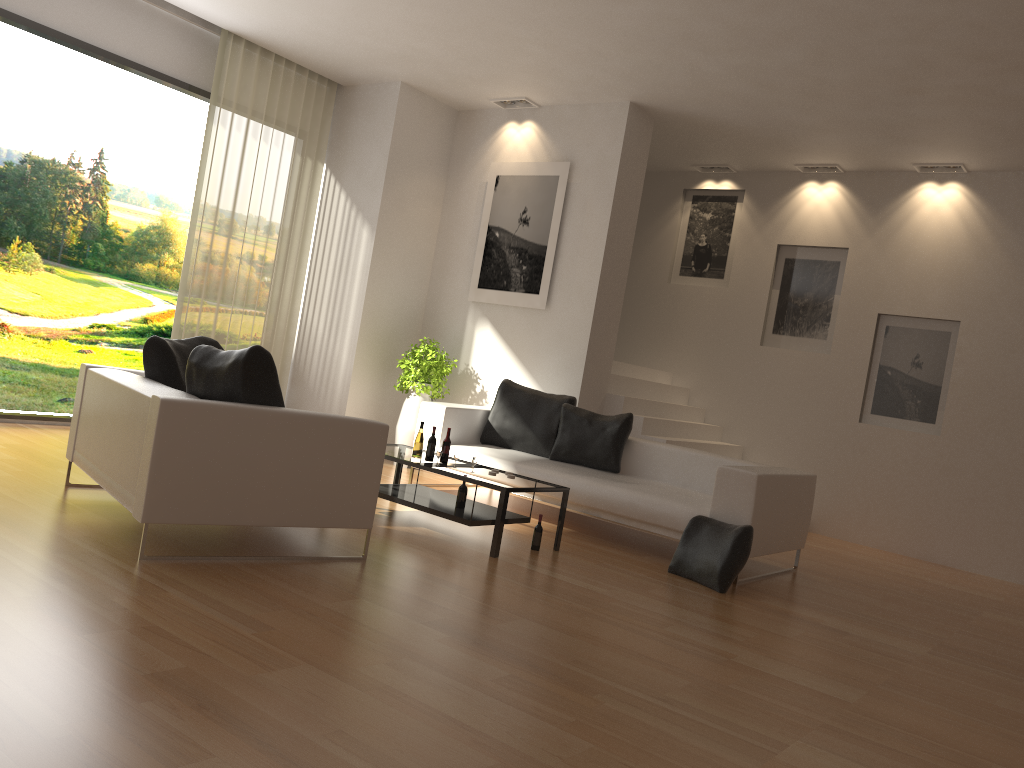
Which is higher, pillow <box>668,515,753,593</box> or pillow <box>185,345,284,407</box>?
pillow <box>185,345,284,407</box>

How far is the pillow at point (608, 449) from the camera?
7.2m

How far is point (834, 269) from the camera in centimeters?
928cm

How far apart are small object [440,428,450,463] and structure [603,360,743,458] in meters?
2.8 m

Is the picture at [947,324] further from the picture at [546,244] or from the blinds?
the blinds

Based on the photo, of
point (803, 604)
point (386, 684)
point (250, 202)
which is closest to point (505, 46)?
point (250, 202)

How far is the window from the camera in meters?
7.0

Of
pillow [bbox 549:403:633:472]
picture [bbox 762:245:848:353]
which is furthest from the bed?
picture [bbox 762:245:848:353]

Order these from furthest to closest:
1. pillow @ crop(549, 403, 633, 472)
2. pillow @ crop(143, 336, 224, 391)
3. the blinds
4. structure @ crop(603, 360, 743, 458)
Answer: structure @ crop(603, 360, 743, 458), the blinds, pillow @ crop(549, 403, 633, 472), pillow @ crop(143, 336, 224, 391)

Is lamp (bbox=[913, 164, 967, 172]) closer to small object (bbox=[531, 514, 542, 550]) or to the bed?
the bed
